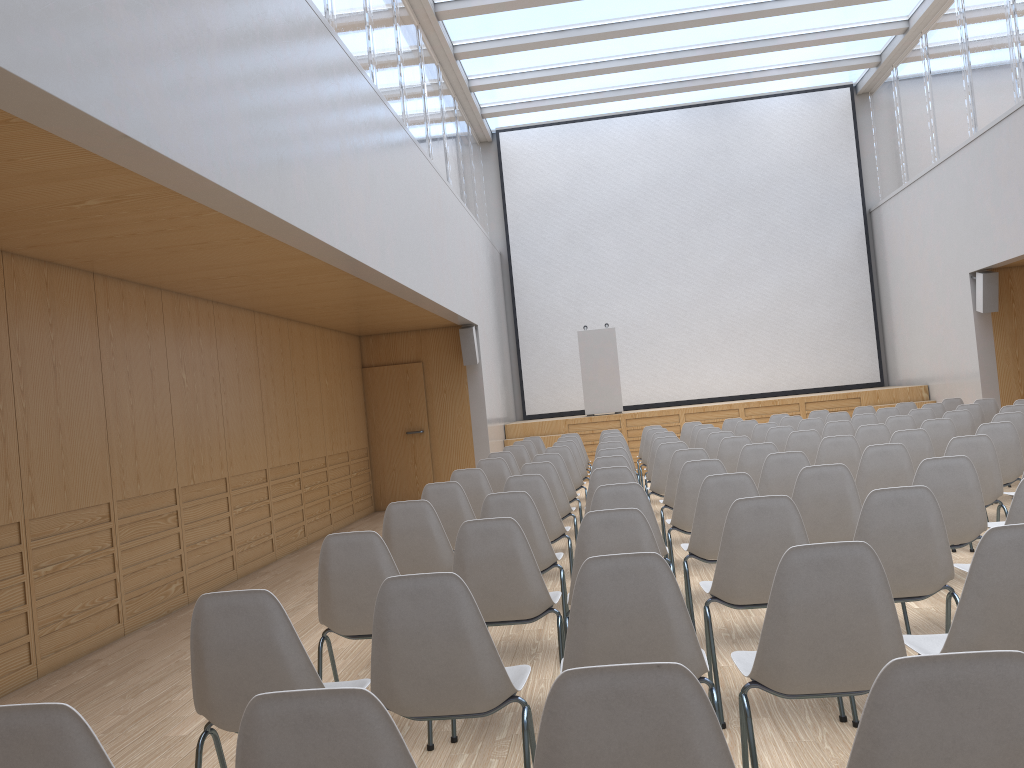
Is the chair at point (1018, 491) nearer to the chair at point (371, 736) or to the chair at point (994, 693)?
the chair at point (994, 693)

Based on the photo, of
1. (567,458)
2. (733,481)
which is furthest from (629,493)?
(567,458)

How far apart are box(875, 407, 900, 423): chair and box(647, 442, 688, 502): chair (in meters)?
3.82

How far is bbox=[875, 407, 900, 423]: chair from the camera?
9.97m

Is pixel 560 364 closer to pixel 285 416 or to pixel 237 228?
pixel 285 416

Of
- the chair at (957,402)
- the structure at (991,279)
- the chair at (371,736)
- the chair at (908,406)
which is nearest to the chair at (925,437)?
the chair at (908,406)

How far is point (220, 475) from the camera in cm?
770

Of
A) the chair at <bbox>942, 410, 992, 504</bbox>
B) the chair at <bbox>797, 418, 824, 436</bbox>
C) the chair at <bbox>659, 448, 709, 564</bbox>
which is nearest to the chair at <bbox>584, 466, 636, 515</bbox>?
the chair at <bbox>659, 448, 709, 564</bbox>

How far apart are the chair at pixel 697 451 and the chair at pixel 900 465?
1.29m

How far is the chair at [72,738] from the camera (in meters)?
1.52
